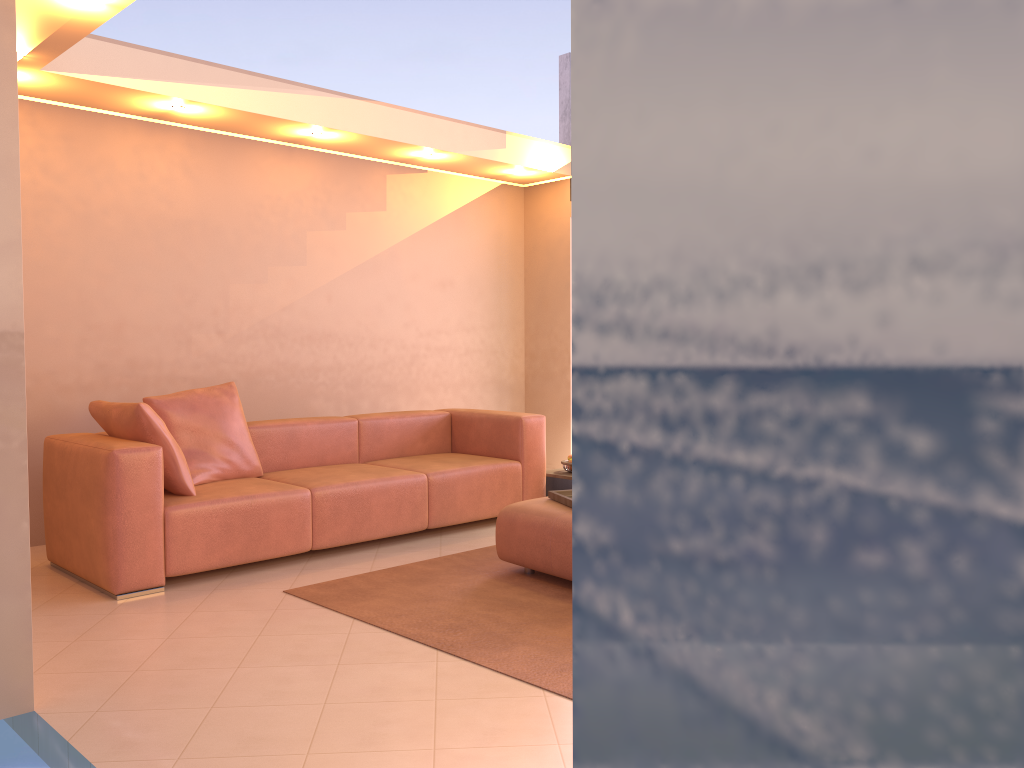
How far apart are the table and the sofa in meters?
0.1

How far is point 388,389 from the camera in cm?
659

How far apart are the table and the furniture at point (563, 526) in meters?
1.4 m

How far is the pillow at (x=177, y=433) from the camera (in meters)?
4.57

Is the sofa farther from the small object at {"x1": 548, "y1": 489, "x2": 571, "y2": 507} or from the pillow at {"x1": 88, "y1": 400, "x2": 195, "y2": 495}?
the small object at {"x1": 548, "y1": 489, "x2": 571, "y2": 507}

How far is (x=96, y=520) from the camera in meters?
Answer: 3.9

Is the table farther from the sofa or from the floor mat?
the floor mat

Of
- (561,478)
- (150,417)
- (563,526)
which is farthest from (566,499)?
(150,417)

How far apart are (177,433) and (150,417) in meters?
0.5 m

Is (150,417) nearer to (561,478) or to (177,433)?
(177,433)
